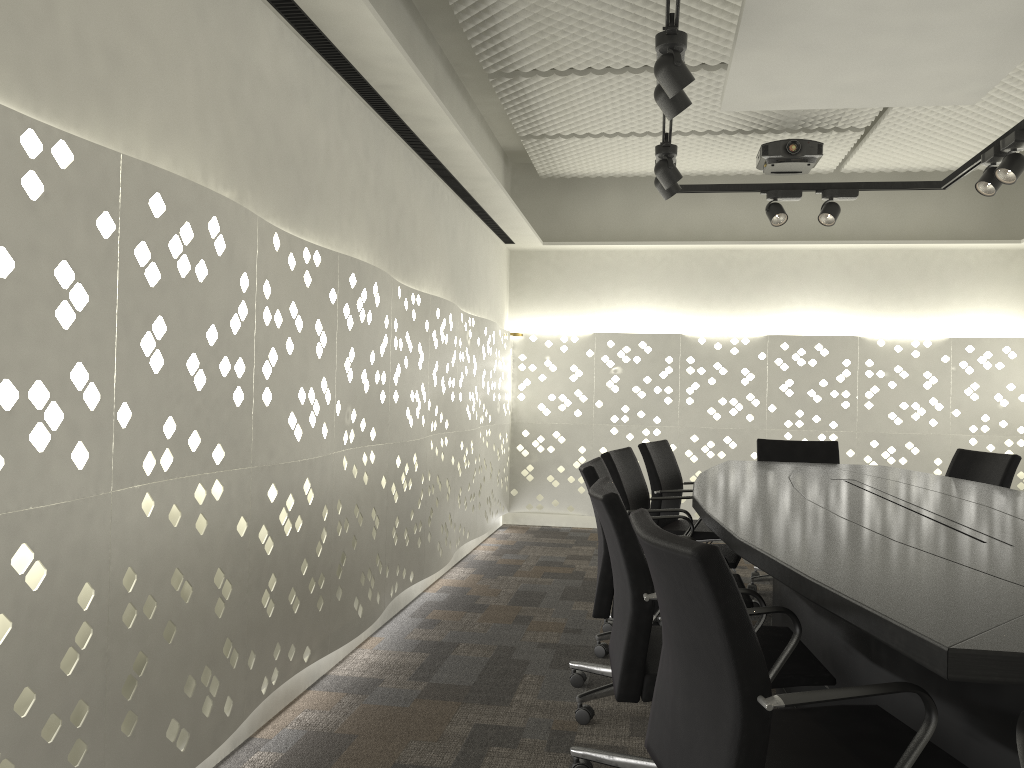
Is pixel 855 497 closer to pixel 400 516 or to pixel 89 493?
pixel 400 516

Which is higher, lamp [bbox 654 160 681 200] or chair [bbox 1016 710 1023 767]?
lamp [bbox 654 160 681 200]

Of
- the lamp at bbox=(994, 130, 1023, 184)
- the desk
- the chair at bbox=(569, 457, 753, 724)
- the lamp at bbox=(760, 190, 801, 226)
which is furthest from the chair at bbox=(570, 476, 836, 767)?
the lamp at bbox=(760, 190, 801, 226)

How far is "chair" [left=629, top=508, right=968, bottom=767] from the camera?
1.3m

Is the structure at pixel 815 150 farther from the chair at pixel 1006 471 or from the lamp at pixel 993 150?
the chair at pixel 1006 471

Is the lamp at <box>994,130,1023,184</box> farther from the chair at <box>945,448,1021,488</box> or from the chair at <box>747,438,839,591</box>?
the chair at <box>747,438,839,591</box>

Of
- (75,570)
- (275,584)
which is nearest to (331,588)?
(275,584)

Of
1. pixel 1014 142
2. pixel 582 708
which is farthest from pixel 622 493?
pixel 1014 142

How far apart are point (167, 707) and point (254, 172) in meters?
1.4

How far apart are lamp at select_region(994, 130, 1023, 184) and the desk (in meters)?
1.27
